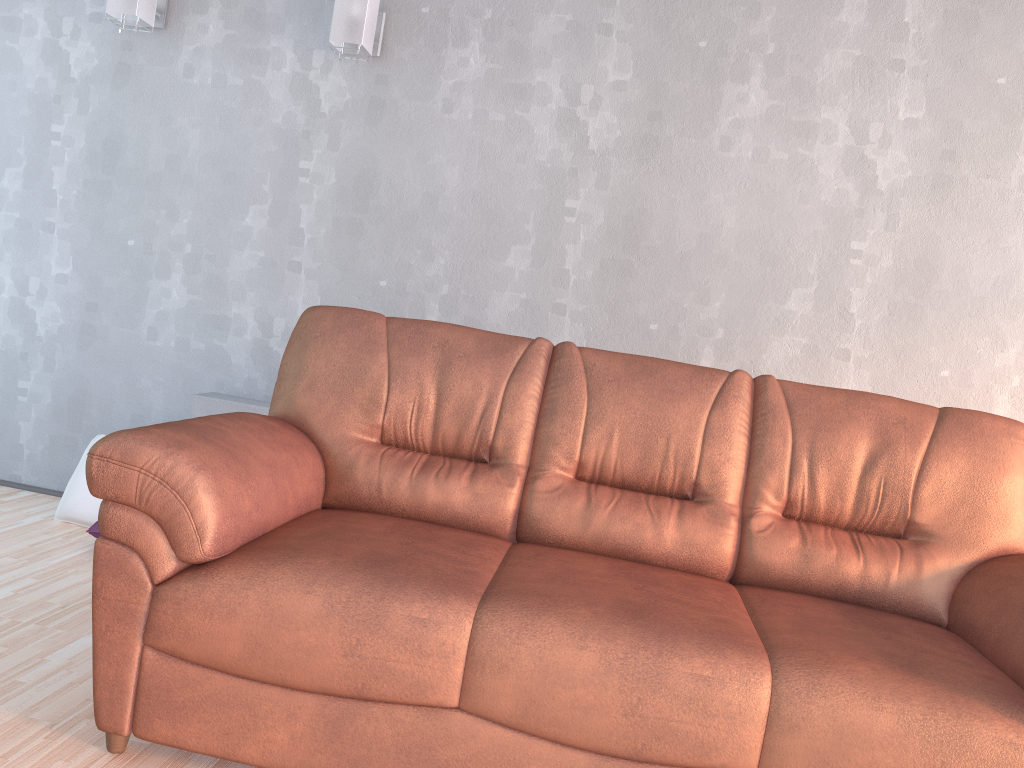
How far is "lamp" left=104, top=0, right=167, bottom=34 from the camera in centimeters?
333cm

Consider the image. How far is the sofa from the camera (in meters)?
1.62

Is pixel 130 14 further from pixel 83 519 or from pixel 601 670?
pixel 601 670

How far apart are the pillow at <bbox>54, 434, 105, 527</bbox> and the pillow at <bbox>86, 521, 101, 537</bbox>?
0.2m

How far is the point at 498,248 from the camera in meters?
3.4

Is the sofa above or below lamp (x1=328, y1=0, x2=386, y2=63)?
below

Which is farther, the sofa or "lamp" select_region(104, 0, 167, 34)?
"lamp" select_region(104, 0, 167, 34)

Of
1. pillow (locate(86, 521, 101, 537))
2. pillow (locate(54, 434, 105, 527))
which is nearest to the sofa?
pillow (locate(86, 521, 101, 537))

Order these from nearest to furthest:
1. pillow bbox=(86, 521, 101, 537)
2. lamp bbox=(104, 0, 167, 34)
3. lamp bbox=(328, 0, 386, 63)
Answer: pillow bbox=(86, 521, 101, 537), lamp bbox=(328, 0, 386, 63), lamp bbox=(104, 0, 167, 34)

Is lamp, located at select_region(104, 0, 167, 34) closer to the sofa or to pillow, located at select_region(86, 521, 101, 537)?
the sofa
